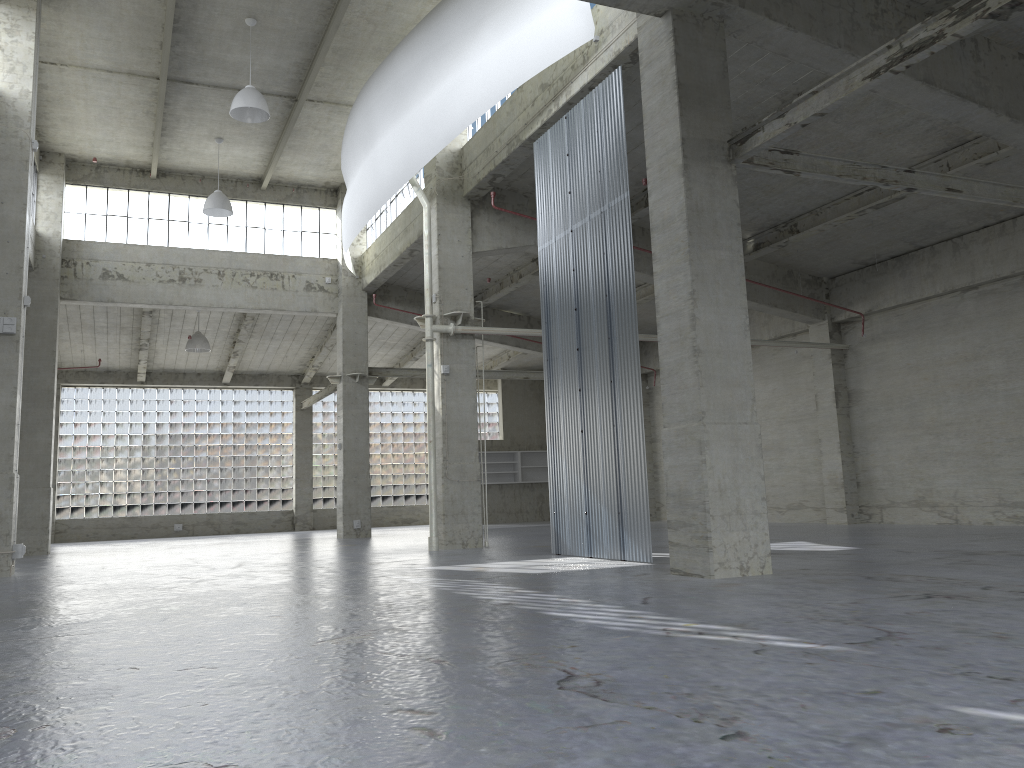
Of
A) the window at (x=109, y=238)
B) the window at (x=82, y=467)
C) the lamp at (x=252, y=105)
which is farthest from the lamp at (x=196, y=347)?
the lamp at (x=252, y=105)

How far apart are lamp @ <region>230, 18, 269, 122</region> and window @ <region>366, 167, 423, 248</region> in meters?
7.5

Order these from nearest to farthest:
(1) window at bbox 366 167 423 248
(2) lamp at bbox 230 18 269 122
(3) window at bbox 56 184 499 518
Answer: (2) lamp at bbox 230 18 269 122 < (1) window at bbox 366 167 423 248 < (3) window at bbox 56 184 499 518

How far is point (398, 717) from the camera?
5.7 meters

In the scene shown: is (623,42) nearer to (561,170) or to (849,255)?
(561,170)

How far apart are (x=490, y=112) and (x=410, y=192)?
8.1m

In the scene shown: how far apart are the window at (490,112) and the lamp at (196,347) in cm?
1900

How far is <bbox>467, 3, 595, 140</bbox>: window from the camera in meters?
26.0 m

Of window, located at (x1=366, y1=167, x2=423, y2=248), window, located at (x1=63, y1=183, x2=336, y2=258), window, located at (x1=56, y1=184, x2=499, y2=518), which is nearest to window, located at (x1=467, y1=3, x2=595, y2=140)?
window, located at (x1=366, y1=167, x2=423, y2=248)

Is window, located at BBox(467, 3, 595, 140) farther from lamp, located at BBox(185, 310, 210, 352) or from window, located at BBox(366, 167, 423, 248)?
lamp, located at BBox(185, 310, 210, 352)
